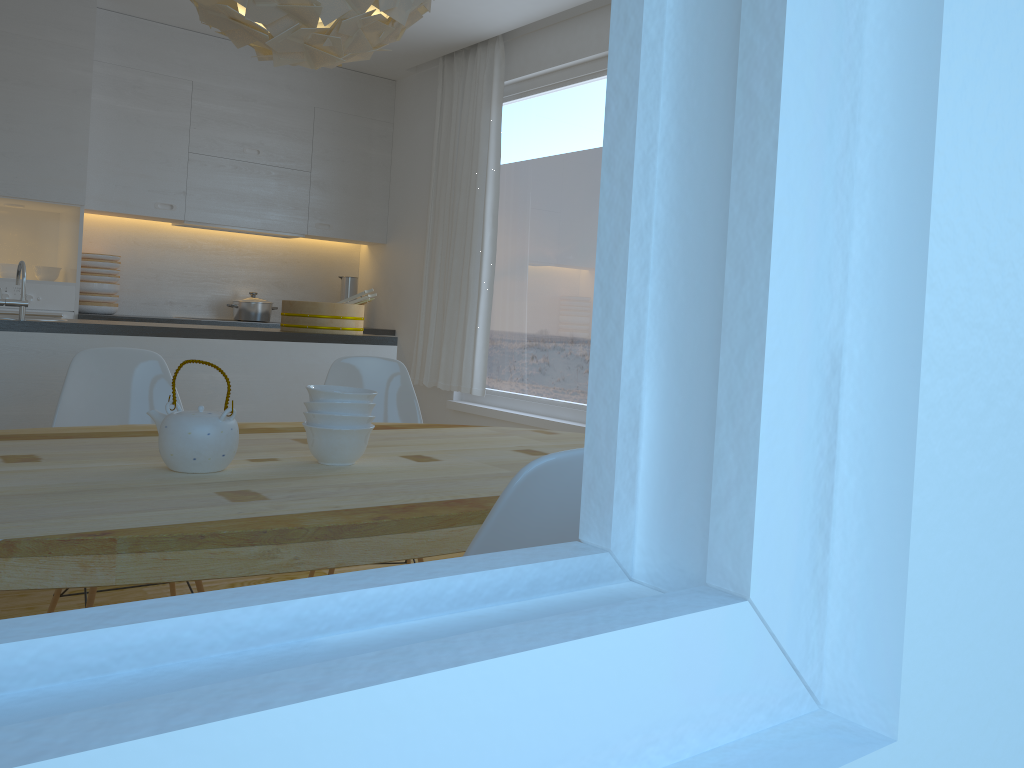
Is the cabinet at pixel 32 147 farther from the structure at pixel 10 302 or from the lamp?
the lamp

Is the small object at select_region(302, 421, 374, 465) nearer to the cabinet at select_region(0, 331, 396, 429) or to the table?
the table

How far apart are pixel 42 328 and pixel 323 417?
1.9m

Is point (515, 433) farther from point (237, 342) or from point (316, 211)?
point (316, 211)

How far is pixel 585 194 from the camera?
4.7 meters

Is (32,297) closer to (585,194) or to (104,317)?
(104,317)

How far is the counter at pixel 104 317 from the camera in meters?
4.9 m

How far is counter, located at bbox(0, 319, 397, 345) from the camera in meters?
3.2 m

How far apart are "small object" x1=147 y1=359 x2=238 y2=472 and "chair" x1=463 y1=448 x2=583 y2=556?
0.81m

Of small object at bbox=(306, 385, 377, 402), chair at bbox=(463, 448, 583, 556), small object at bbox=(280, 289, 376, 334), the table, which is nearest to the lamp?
small object at bbox=(306, 385, 377, 402)
